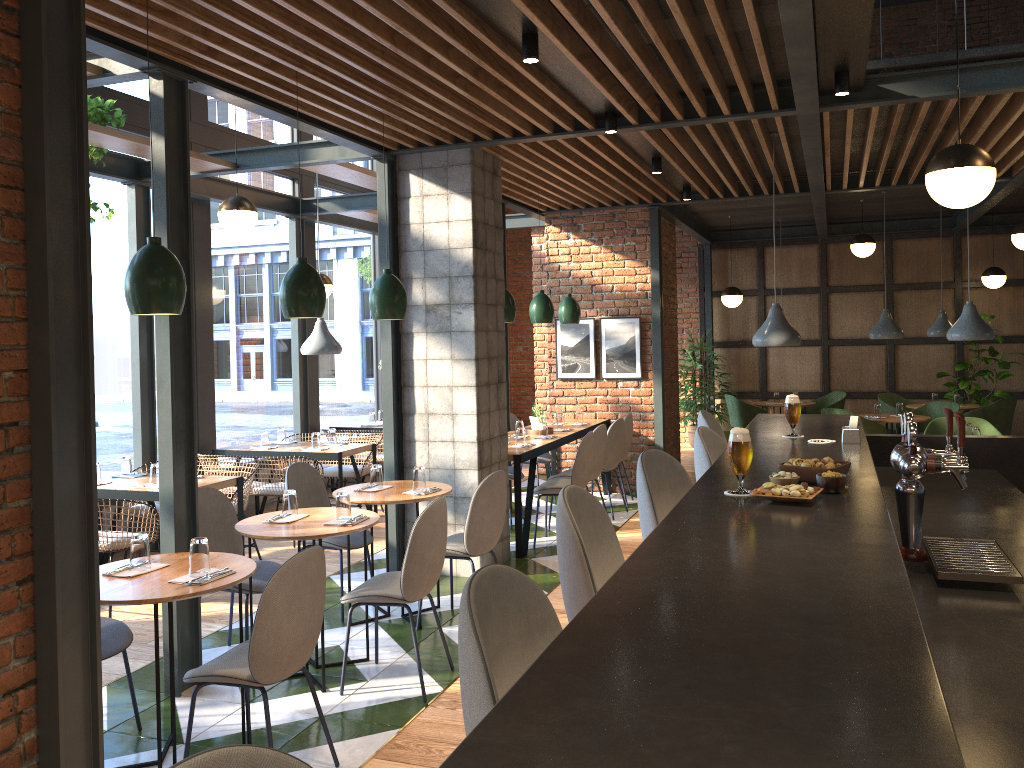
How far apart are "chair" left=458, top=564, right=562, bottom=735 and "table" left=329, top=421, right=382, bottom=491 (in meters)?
8.15

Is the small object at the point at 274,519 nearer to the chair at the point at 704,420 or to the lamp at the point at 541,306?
the chair at the point at 704,420

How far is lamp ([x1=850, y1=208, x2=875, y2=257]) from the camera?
9.9m

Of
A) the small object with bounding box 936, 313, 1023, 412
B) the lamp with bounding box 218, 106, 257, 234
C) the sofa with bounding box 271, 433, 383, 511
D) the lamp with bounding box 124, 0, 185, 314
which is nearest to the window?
the sofa with bounding box 271, 433, 383, 511

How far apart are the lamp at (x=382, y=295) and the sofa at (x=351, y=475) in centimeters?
321cm

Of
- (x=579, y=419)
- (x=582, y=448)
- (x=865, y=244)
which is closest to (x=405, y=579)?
(x=582, y=448)

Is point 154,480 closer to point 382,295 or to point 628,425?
point 382,295

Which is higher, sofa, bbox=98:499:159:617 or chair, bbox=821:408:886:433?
chair, bbox=821:408:886:433

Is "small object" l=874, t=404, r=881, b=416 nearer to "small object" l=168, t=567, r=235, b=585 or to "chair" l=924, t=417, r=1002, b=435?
"chair" l=924, t=417, r=1002, b=435

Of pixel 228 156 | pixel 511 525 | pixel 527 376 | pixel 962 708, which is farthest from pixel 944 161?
pixel 527 376
